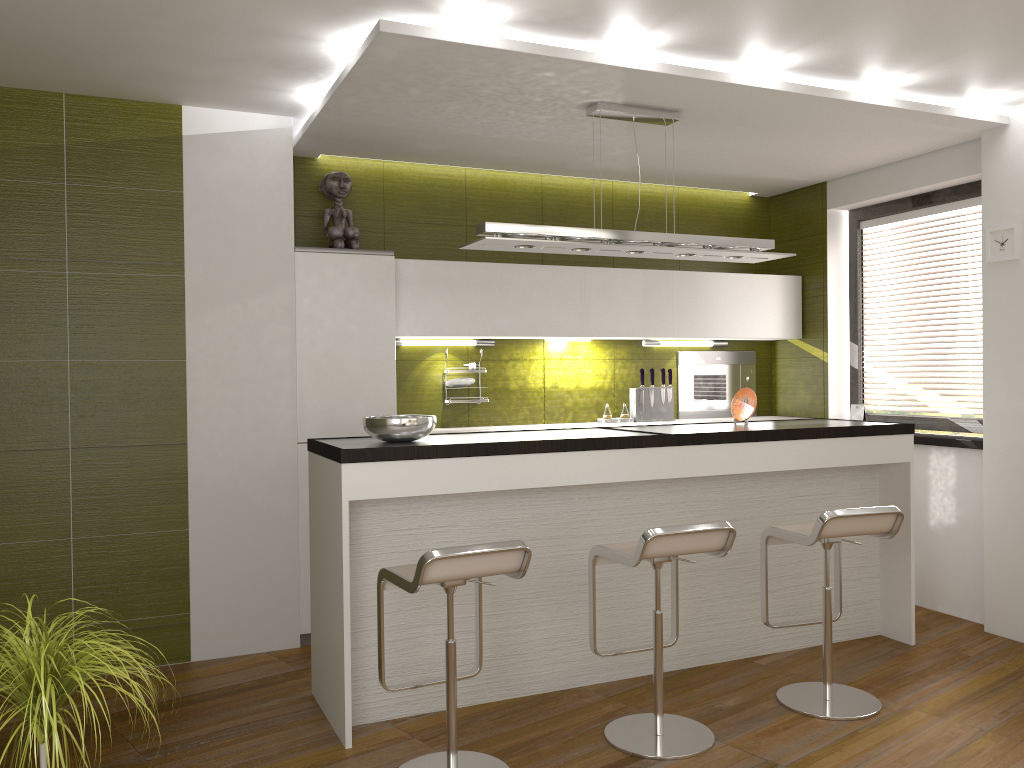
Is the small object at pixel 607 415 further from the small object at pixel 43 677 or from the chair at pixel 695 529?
the small object at pixel 43 677

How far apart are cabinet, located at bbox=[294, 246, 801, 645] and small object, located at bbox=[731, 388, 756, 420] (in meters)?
0.99

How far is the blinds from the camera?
5.2m

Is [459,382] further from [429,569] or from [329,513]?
[429,569]

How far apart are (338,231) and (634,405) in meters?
2.2

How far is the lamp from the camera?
3.9 meters

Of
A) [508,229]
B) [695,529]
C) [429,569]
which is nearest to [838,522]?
[695,529]

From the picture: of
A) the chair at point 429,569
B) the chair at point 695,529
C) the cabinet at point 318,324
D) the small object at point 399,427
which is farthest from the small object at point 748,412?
the chair at point 429,569

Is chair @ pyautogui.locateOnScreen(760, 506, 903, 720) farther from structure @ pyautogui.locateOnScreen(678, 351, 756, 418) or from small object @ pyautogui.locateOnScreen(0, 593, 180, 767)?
small object @ pyautogui.locateOnScreen(0, 593, 180, 767)

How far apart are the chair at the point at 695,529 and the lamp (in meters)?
1.34
